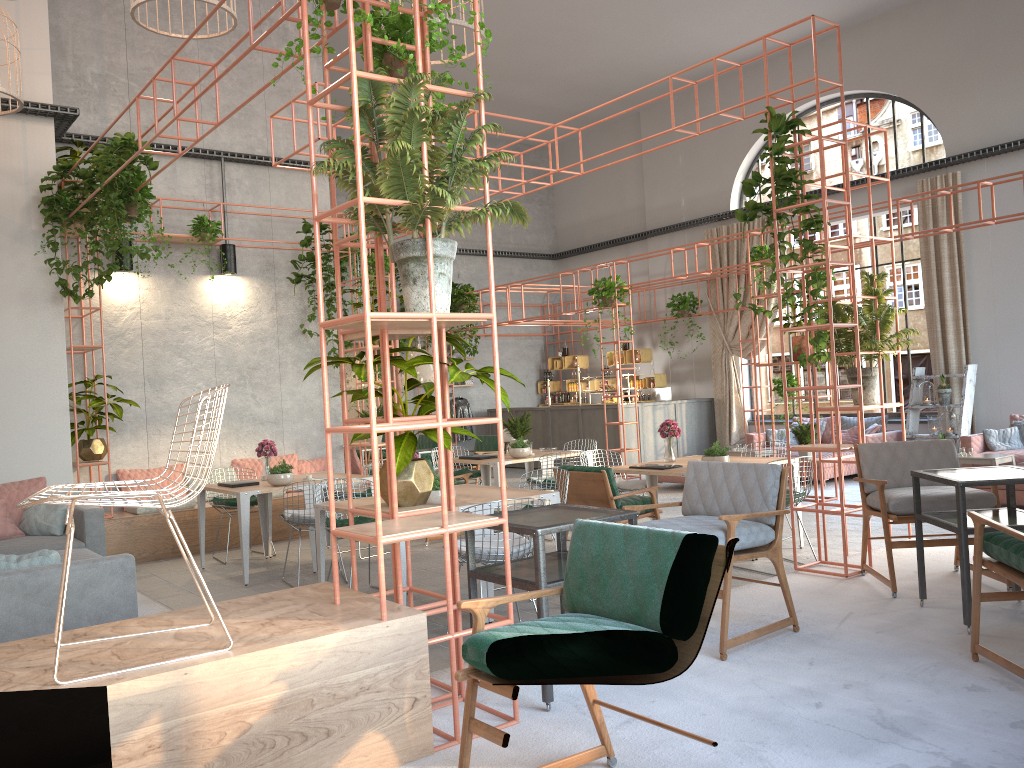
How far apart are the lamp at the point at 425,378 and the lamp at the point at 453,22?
6.9m

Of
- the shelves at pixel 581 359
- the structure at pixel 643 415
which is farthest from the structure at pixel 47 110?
the structure at pixel 643 415

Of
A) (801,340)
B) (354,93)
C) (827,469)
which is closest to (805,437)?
(801,340)

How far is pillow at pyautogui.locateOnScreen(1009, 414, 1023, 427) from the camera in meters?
12.2 m

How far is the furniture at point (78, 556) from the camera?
6.1 meters

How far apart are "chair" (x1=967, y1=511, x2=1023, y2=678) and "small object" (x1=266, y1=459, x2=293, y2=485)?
5.8m

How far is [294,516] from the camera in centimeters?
764cm

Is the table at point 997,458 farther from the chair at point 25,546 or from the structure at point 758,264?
the chair at point 25,546

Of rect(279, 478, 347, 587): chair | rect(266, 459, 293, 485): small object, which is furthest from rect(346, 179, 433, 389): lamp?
rect(279, 478, 347, 587): chair

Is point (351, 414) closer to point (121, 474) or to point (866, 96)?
point (121, 474)
